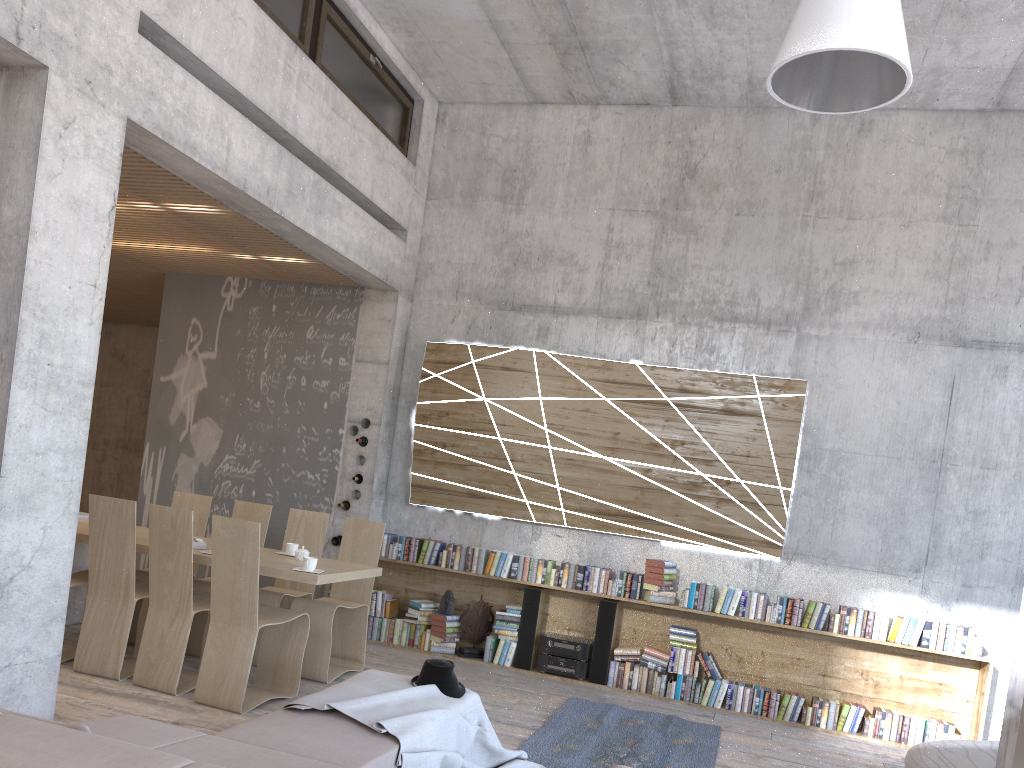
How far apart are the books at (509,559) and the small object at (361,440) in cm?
159

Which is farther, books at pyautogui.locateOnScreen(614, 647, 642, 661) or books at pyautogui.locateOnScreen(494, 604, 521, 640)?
books at pyautogui.locateOnScreen(494, 604, 521, 640)

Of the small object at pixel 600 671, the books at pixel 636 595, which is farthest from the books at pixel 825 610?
the small object at pixel 600 671

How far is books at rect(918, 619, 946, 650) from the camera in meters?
6.7

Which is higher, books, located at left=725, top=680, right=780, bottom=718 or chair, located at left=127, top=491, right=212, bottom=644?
chair, located at left=127, top=491, right=212, bottom=644

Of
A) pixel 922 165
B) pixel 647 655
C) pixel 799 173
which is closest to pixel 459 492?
pixel 647 655

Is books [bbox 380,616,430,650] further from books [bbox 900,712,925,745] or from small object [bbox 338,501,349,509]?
books [bbox 900,712,925,745]

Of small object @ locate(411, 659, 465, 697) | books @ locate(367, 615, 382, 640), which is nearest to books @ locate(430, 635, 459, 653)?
books @ locate(367, 615, 382, 640)

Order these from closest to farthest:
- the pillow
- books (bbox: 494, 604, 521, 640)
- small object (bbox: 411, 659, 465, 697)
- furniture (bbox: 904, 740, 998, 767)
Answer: the pillow < small object (bbox: 411, 659, 465, 697) < furniture (bbox: 904, 740, 998, 767) < books (bbox: 494, 604, 521, 640)

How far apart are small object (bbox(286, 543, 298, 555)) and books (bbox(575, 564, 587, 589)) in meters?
2.5
